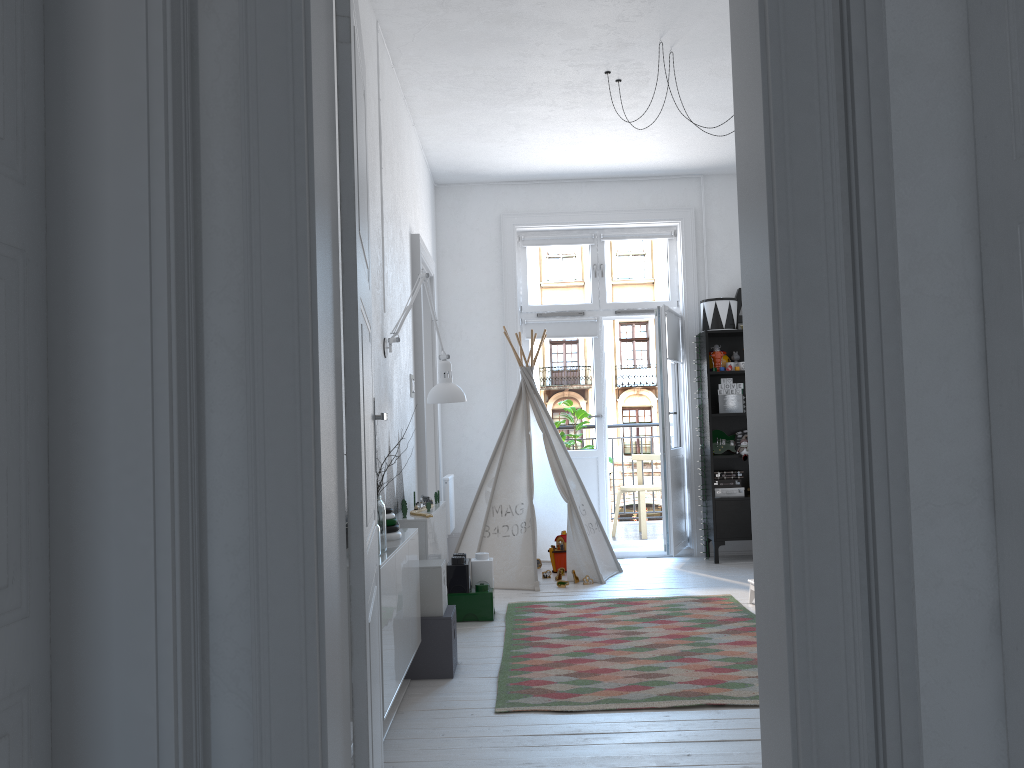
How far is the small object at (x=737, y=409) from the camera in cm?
643

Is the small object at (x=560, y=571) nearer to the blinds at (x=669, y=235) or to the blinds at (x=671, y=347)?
the blinds at (x=671, y=347)

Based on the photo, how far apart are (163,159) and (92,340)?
0.3m

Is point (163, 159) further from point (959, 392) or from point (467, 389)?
point (467, 389)

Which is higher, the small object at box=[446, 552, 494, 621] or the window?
the window

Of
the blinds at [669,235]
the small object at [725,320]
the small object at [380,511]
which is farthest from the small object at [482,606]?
the blinds at [669,235]

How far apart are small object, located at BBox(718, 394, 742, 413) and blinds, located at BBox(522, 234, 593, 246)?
1.62m

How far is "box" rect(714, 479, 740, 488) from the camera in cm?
646

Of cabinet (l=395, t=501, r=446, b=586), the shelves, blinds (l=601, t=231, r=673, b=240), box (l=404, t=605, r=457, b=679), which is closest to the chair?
the shelves

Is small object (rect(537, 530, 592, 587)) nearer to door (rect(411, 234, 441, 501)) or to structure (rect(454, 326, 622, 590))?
structure (rect(454, 326, 622, 590))
